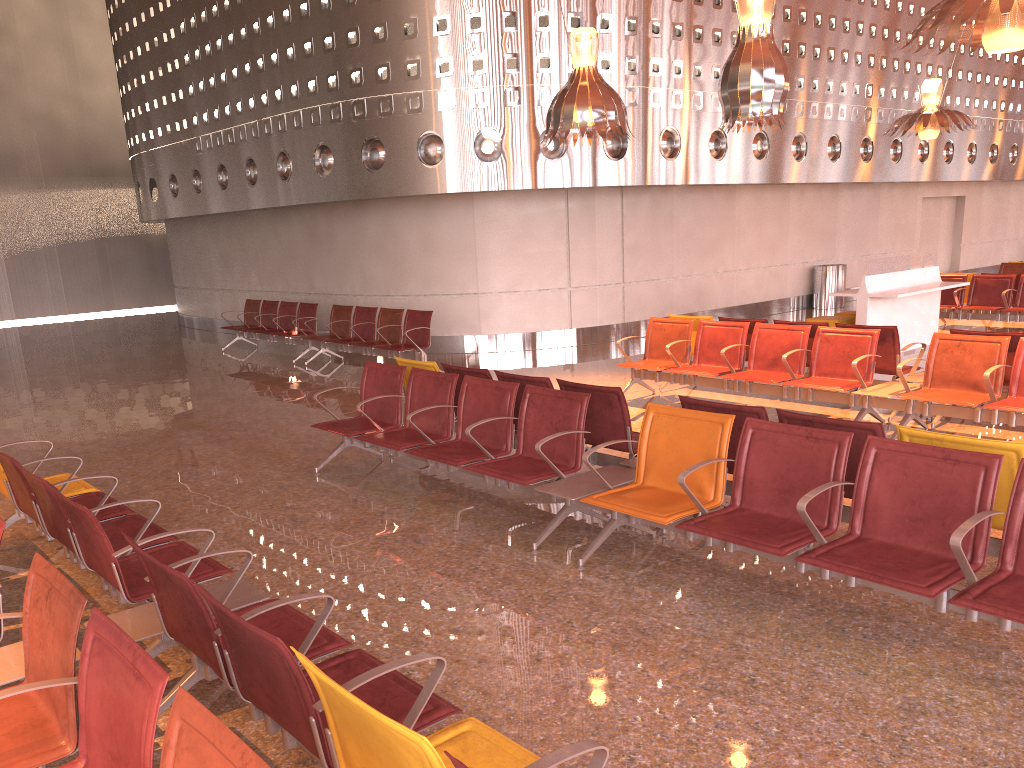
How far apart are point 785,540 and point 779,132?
13.14m

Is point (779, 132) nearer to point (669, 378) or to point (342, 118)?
point (342, 118)
